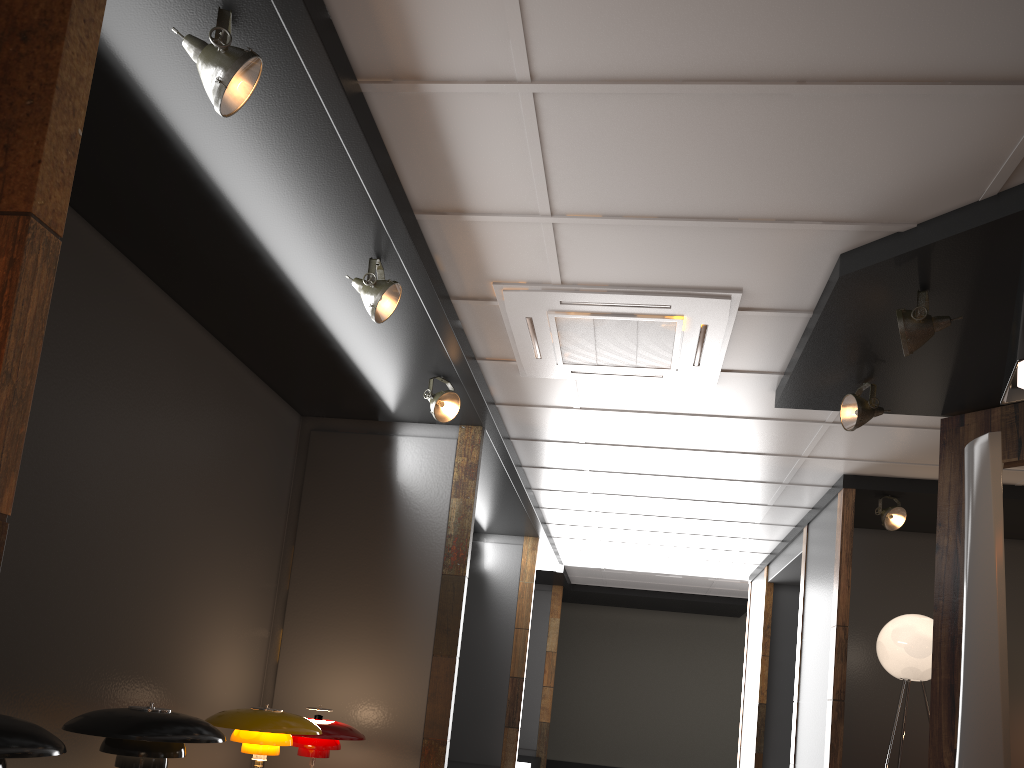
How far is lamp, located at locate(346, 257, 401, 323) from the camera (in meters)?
3.65

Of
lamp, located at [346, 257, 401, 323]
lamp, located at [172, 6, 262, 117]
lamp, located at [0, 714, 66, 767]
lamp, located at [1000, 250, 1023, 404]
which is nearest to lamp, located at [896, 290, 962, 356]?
lamp, located at [1000, 250, 1023, 404]

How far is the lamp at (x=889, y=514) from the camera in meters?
6.2

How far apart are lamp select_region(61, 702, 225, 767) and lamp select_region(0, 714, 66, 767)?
0.6 meters

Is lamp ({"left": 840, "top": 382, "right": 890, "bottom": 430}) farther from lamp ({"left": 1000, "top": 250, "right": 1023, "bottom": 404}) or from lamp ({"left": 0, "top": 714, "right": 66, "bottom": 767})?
lamp ({"left": 0, "top": 714, "right": 66, "bottom": 767})

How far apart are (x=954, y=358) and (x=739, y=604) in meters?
9.2 m

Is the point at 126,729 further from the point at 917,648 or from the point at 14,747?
the point at 917,648

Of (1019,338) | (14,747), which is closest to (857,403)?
(1019,338)

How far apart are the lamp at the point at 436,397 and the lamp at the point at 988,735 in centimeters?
307cm

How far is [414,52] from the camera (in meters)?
2.78
